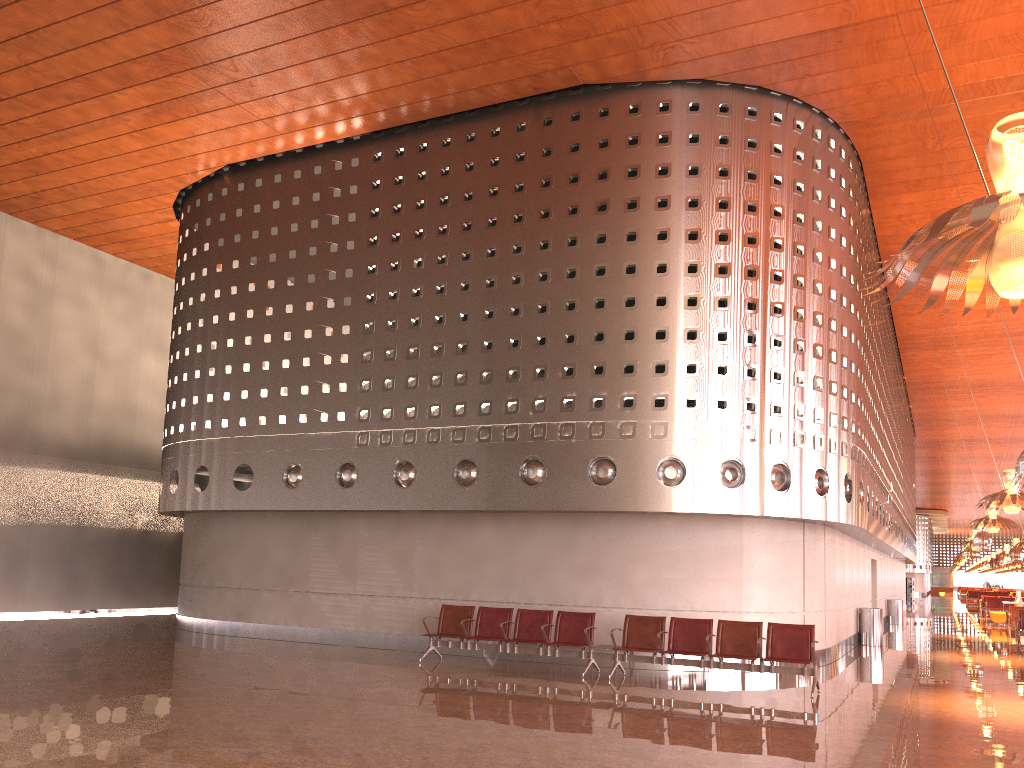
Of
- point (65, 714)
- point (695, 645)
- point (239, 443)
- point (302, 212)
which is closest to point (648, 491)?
point (695, 645)
